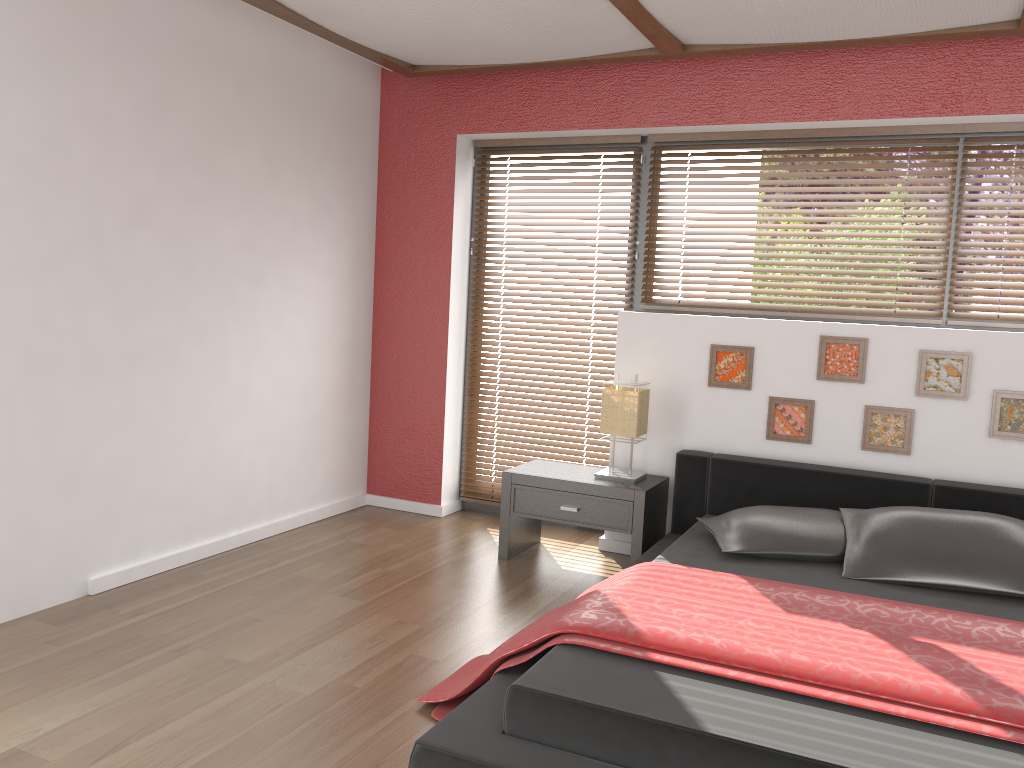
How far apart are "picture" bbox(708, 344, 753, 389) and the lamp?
0.32m

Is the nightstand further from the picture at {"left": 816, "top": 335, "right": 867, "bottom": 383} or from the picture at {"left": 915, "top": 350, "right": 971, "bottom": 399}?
the picture at {"left": 915, "top": 350, "right": 971, "bottom": 399}

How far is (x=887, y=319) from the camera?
4.08m

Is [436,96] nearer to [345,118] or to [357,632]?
[345,118]

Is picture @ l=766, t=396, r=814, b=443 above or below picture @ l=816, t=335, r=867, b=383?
below

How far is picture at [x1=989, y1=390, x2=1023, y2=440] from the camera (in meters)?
3.65

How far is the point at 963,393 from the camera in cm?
373

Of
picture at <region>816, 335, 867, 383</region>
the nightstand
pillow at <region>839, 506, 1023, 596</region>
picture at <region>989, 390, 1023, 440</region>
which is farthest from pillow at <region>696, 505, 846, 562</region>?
picture at <region>989, 390, 1023, 440</region>

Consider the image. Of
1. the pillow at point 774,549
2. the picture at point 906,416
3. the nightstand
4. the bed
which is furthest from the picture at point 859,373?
the nightstand

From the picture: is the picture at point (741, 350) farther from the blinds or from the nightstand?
the blinds
